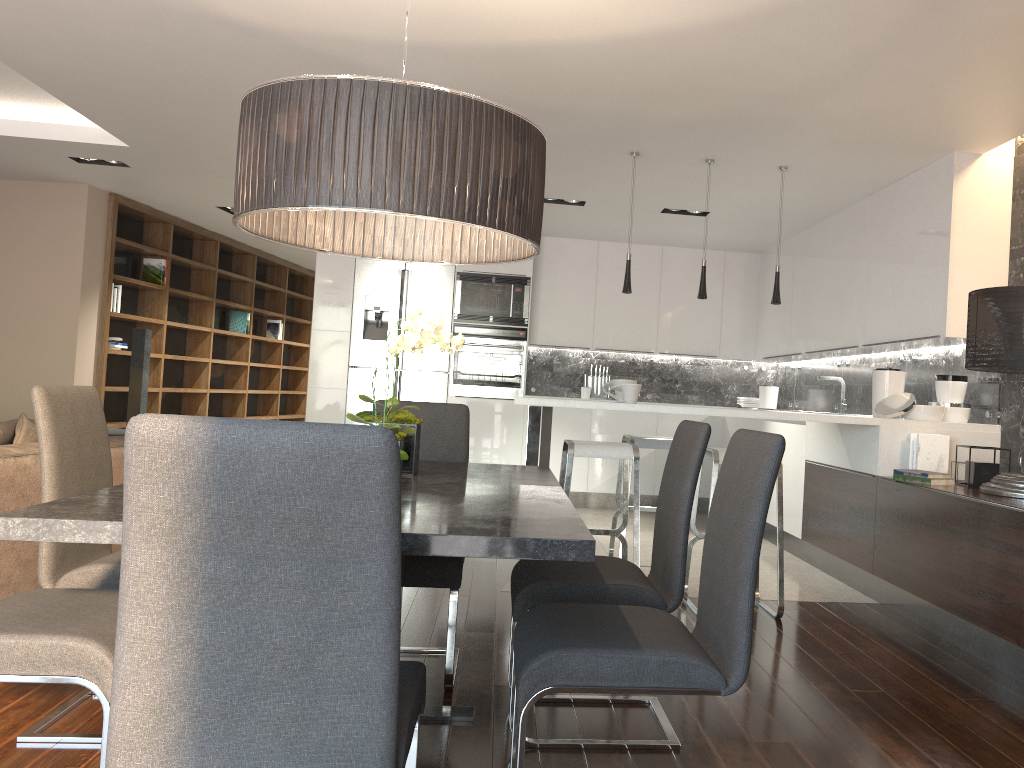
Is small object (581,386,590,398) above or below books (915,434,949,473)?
above

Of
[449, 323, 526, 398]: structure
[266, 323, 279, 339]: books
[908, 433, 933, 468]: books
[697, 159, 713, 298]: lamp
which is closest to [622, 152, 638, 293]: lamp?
[697, 159, 713, 298]: lamp

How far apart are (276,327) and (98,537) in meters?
10.1 m

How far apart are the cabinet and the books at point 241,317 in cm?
283

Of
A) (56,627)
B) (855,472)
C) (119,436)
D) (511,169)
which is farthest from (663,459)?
(56,627)

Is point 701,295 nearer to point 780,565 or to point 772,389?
point 780,565

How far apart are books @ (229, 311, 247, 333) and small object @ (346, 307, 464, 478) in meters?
8.2 m

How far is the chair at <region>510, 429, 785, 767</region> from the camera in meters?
1.9

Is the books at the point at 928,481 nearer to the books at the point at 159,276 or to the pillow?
the pillow

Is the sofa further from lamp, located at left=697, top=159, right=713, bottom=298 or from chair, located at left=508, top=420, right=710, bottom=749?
lamp, located at left=697, top=159, right=713, bottom=298
